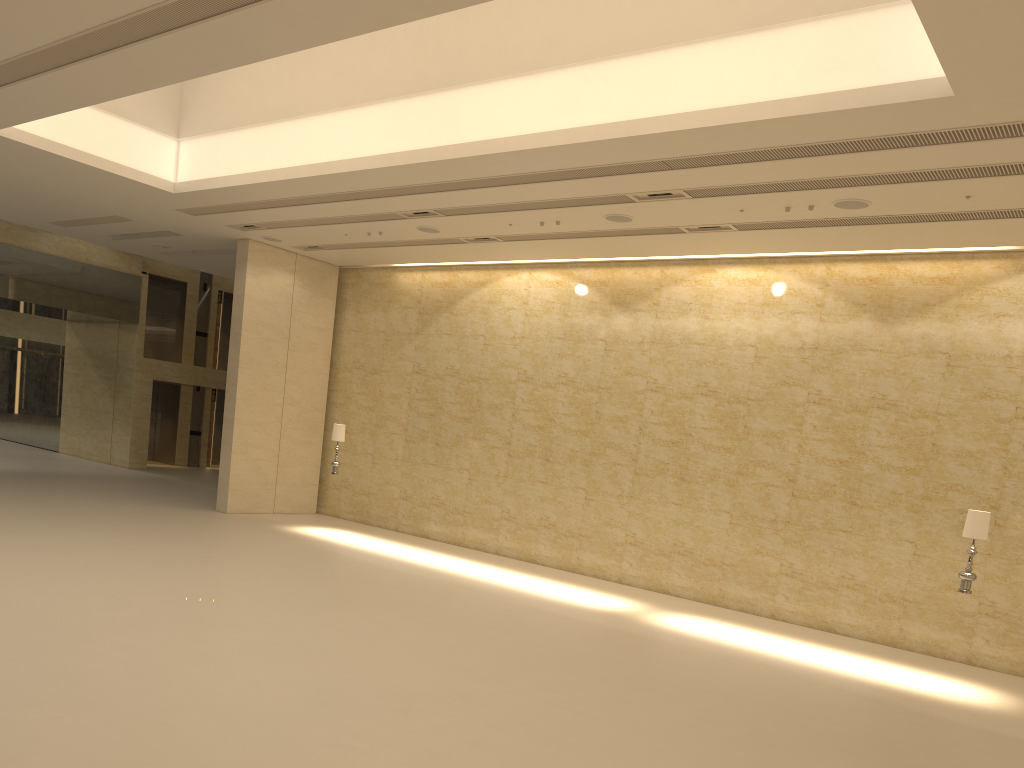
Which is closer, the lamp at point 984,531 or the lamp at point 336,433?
the lamp at point 984,531

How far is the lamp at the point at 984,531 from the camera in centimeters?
1093cm

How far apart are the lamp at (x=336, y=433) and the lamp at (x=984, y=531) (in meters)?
11.23

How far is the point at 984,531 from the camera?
10.9m

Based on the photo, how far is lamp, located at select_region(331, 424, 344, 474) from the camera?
17.45m

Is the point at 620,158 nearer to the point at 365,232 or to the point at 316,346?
the point at 365,232

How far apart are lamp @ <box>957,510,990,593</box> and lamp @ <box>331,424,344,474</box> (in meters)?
11.23

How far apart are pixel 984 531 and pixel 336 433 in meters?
11.5

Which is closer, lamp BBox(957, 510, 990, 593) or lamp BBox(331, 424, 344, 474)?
lamp BBox(957, 510, 990, 593)
